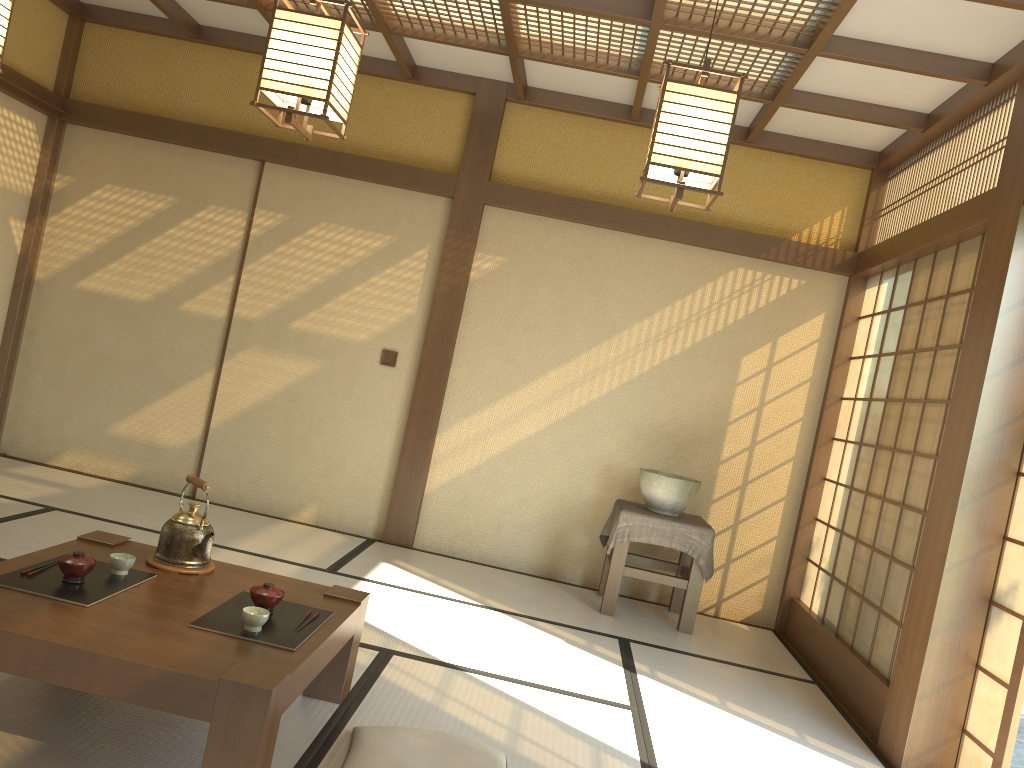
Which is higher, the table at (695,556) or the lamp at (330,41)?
the lamp at (330,41)

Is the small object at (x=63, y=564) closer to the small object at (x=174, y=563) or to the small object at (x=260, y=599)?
the small object at (x=174, y=563)

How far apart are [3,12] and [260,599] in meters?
2.1 m

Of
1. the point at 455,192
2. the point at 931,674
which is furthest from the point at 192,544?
the point at 455,192

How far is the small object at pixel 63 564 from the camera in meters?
2.5

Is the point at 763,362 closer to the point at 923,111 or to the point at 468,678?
the point at 923,111

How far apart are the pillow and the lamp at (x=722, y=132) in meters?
1.7

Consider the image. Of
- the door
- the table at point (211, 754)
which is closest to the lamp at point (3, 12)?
the table at point (211, 754)

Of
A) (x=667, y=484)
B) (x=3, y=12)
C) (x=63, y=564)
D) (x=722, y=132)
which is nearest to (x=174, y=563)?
(x=63, y=564)

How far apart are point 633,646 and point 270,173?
3.7 meters
